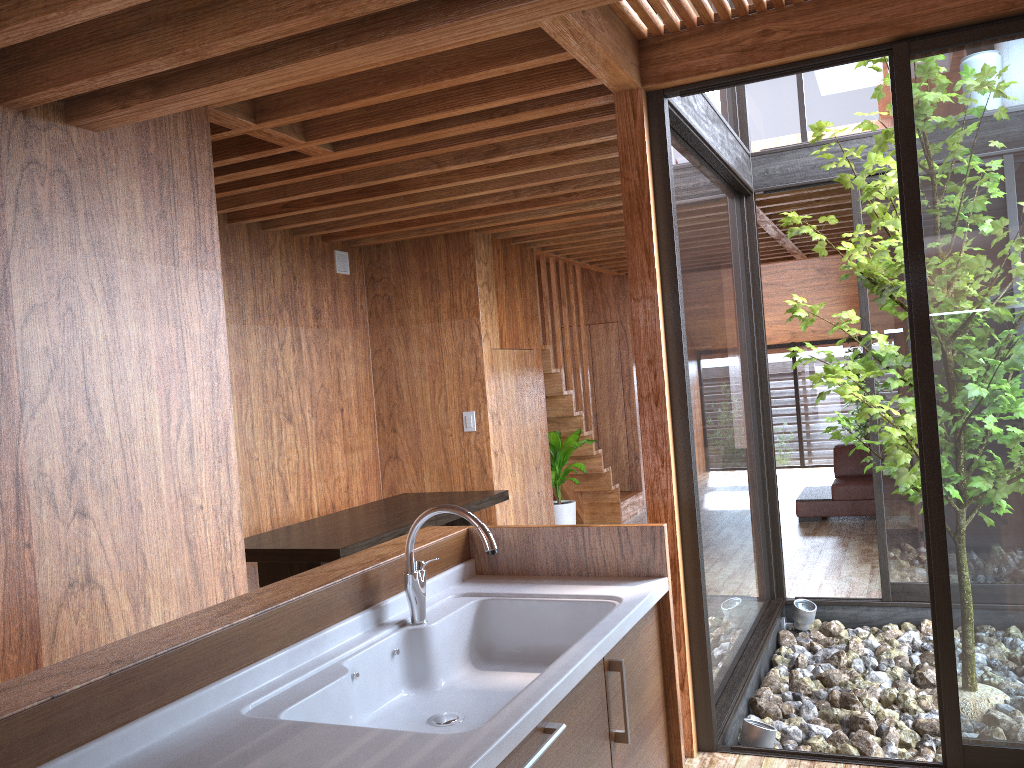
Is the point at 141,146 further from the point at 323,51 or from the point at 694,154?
the point at 694,154

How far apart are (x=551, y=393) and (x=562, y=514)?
0.93m

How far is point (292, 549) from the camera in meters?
3.7

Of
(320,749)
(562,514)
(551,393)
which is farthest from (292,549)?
(551,393)

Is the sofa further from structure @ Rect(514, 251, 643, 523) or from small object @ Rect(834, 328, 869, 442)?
small object @ Rect(834, 328, 869, 442)

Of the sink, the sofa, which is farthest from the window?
the sofa

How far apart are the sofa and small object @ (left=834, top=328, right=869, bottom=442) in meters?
2.6

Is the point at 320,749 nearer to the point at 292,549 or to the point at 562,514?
the point at 292,549

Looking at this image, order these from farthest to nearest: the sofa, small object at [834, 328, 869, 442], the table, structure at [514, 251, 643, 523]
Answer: small object at [834, 328, 869, 442], the sofa, structure at [514, 251, 643, 523], the table

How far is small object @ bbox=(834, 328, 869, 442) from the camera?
10.0m
